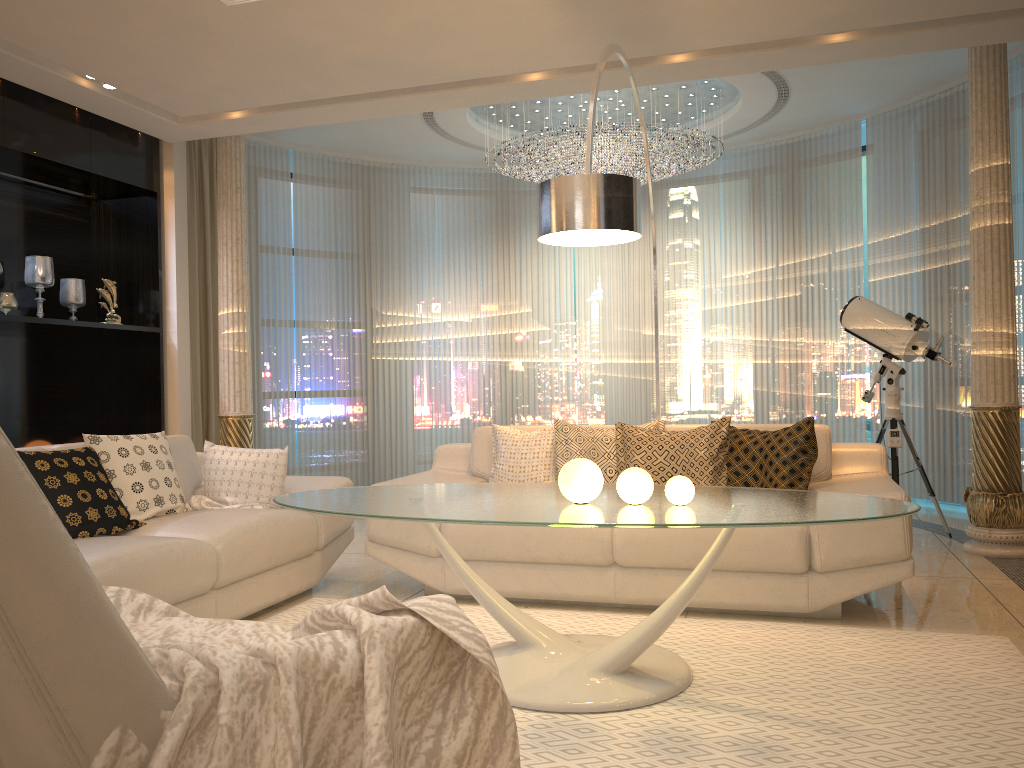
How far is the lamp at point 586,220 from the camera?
3.17m

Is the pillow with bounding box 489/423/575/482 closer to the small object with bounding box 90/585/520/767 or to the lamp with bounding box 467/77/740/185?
the small object with bounding box 90/585/520/767

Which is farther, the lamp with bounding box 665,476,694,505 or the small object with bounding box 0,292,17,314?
the small object with bounding box 0,292,17,314

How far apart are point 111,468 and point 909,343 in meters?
4.2 m

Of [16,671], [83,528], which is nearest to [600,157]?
[83,528]

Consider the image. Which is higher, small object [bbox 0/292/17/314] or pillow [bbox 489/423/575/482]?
small object [bbox 0/292/17/314]

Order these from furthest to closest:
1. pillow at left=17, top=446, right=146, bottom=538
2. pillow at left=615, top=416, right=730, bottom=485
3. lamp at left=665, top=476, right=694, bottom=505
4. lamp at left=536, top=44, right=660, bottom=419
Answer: pillow at left=615, top=416, right=730, bottom=485 < pillow at left=17, top=446, right=146, bottom=538 < lamp at left=536, top=44, right=660, bottom=419 < lamp at left=665, top=476, right=694, bottom=505

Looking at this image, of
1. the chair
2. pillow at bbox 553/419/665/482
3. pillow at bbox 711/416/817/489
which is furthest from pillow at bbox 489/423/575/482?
the chair

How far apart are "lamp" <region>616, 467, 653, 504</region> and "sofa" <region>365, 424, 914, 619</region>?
0.9 meters

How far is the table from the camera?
2.52m
